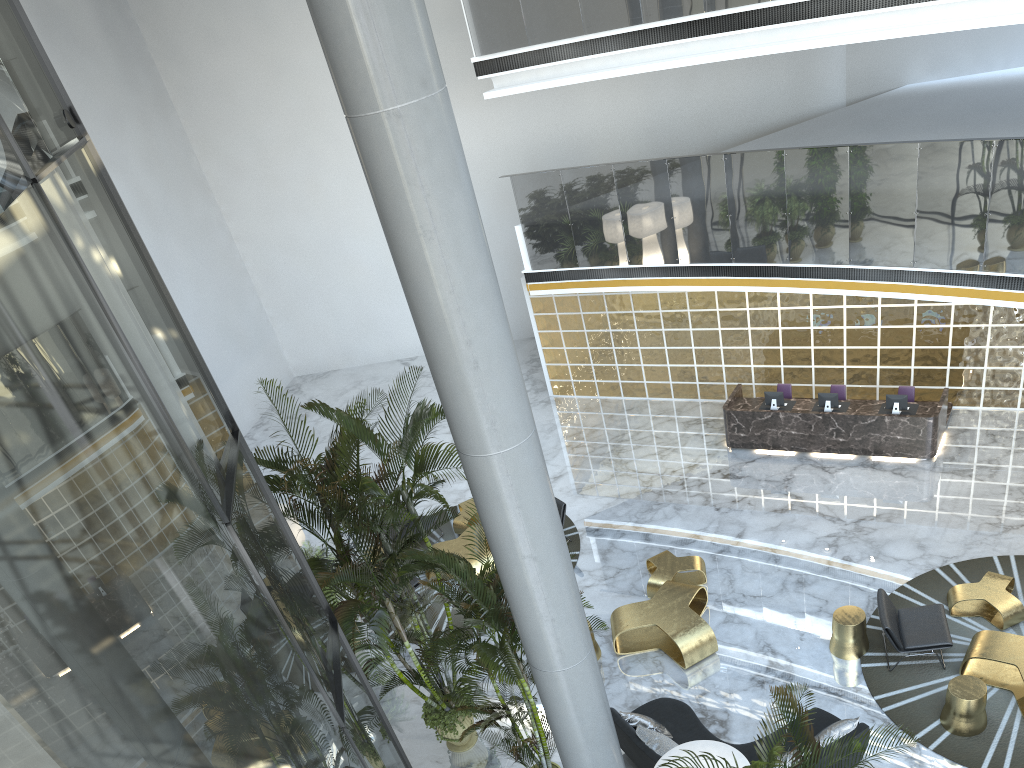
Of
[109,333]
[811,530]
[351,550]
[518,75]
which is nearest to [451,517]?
[351,550]

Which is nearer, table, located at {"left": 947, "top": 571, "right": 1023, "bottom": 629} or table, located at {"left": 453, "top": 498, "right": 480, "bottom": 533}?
table, located at {"left": 947, "top": 571, "right": 1023, "bottom": 629}

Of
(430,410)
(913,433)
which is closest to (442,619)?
(430,410)

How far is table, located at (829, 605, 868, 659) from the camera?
9.0 meters

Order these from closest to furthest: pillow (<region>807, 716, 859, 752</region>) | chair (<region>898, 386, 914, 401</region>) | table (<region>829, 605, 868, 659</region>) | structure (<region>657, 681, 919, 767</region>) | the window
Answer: the window
structure (<region>657, 681, 919, 767</region>)
pillow (<region>807, 716, 859, 752</region>)
table (<region>829, 605, 868, 659</region>)
chair (<region>898, 386, 914, 401</region>)

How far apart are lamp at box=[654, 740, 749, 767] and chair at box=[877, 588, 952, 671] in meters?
3.0 m

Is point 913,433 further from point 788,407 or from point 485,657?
point 485,657

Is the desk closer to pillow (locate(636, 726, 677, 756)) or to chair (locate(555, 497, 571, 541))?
chair (locate(555, 497, 571, 541))

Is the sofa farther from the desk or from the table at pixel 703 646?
the desk

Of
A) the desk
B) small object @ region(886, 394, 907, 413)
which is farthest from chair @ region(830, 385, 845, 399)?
small object @ region(886, 394, 907, 413)
